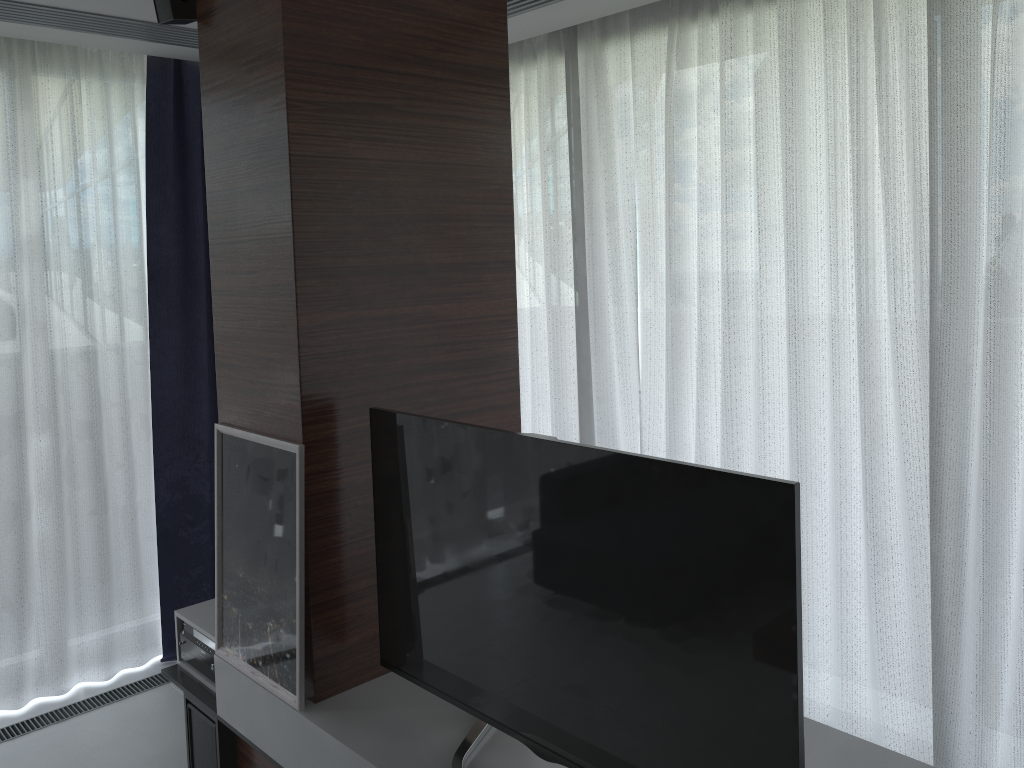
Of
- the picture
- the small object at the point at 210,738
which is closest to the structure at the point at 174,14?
the picture

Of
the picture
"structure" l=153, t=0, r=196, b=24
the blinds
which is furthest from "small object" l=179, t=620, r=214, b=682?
"structure" l=153, t=0, r=196, b=24

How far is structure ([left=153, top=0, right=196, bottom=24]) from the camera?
2.53m

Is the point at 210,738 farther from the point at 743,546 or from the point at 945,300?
the point at 945,300

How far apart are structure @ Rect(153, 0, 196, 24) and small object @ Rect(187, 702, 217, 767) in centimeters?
214cm

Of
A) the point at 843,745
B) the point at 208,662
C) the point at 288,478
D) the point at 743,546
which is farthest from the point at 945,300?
the point at 208,662

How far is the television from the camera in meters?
1.6 m

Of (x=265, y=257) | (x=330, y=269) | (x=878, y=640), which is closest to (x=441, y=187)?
(x=330, y=269)

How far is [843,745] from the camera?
2.1 meters

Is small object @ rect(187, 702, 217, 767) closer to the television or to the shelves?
the shelves
